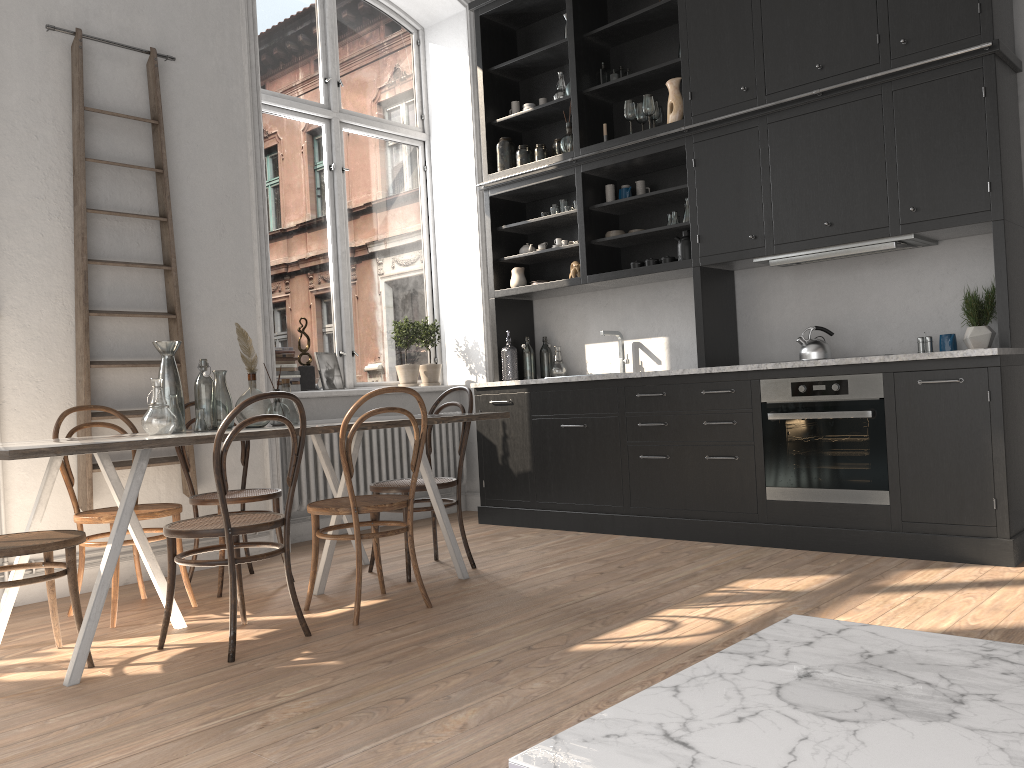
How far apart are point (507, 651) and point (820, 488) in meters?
2.1 m

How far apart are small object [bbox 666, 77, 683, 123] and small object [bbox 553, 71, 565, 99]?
0.90m

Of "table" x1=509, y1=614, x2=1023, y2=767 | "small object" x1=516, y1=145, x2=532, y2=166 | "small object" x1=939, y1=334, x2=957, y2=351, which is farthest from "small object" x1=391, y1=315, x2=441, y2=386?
"table" x1=509, y1=614, x2=1023, y2=767

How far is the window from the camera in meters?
5.9 m

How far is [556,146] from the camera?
5.97m

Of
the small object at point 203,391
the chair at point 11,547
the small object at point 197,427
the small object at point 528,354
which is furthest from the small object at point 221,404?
the small object at point 528,354

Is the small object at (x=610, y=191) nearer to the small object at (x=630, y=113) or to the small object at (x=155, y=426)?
the small object at (x=630, y=113)

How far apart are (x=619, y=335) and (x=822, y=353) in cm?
146

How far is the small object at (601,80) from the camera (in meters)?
5.64

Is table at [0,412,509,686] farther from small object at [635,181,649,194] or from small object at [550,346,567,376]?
small object at [635,181,649,194]
